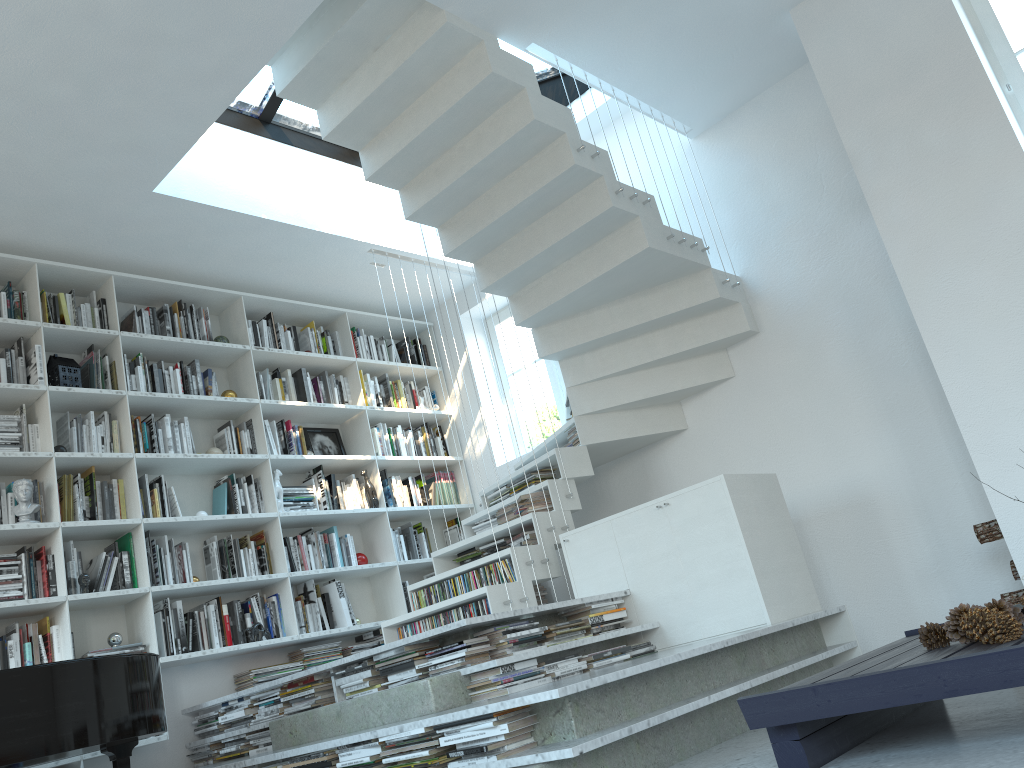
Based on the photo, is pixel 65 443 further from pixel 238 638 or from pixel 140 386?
pixel 238 638

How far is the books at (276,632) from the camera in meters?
5.1

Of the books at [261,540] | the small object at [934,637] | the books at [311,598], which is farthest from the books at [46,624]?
the small object at [934,637]

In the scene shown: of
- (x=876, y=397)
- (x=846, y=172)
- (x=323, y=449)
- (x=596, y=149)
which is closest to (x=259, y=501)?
(x=323, y=449)

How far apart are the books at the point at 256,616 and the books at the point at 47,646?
1.1 meters

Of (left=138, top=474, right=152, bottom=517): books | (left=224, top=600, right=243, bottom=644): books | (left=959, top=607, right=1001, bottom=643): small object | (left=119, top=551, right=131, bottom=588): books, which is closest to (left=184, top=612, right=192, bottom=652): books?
(left=224, top=600, right=243, bottom=644): books

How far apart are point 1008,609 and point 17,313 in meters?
4.8

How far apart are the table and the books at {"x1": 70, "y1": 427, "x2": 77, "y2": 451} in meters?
3.8 m

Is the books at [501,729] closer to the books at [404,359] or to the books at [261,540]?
the books at [261,540]

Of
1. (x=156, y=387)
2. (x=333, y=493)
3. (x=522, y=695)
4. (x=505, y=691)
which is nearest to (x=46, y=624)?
(x=156, y=387)
